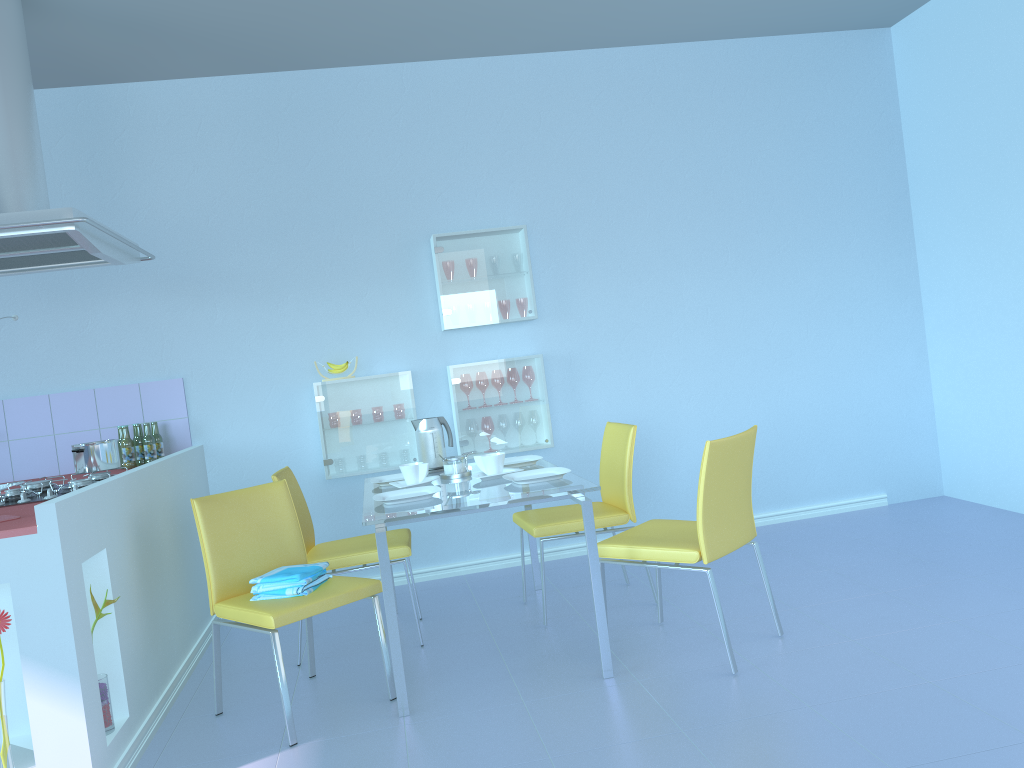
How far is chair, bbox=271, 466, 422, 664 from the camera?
3.25m

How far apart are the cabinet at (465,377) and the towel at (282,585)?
1.5m

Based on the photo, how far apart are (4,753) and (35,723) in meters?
0.1 m

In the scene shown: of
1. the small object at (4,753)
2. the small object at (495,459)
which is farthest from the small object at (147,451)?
the small object at (4,753)

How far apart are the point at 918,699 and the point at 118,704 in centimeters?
221cm

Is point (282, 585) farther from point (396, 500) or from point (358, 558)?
point (358, 558)

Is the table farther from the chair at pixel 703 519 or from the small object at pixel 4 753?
the small object at pixel 4 753

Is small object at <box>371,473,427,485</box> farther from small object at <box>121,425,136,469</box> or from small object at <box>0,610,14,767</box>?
small object at <box>0,610,14,767</box>

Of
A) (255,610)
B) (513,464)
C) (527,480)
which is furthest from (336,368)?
(255,610)

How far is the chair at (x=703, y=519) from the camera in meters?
2.7 m
